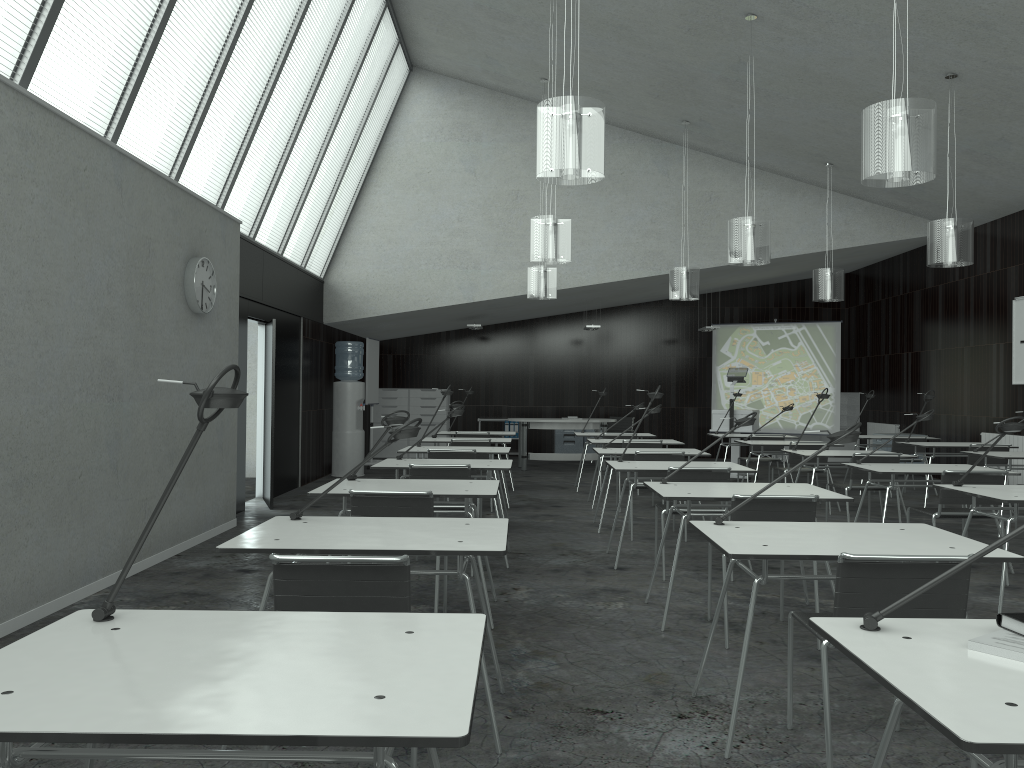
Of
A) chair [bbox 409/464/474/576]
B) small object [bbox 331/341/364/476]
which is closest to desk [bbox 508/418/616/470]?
small object [bbox 331/341/364/476]

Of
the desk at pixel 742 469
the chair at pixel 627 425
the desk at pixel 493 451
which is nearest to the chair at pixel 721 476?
the desk at pixel 742 469

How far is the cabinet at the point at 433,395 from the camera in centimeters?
1480cm

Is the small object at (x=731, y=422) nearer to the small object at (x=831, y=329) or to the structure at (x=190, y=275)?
the small object at (x=831, y=329)

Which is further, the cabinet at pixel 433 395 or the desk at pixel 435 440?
the cabinet at pixel 433 395

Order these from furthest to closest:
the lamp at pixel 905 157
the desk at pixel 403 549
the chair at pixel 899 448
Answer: the chair at pixel 899 448 < the lamp at pixel 905 157 < the desk at pixel 403 549

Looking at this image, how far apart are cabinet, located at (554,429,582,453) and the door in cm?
662

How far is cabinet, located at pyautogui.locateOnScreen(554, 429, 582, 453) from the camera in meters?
14.8

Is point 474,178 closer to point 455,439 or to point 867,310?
point 455,439

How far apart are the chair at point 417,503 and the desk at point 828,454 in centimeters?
417cm
